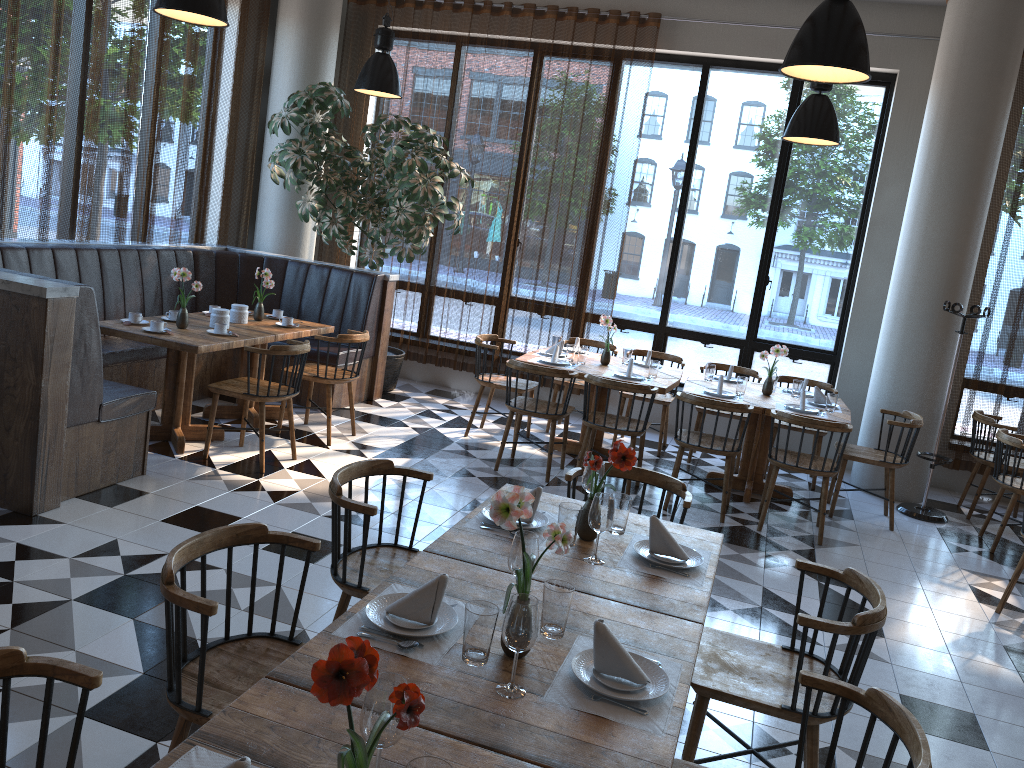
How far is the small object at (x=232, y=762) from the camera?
1.4 meters

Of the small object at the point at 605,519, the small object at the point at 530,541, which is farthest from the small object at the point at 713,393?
the small object at the point at 530,541

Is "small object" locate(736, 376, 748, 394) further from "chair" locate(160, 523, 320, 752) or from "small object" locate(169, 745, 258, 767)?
"small object" locate(169, 745, 258, 767)

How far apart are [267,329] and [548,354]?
2.2 meters

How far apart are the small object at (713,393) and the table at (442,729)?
4.0m

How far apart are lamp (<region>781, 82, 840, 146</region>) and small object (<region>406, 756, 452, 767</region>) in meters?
5.3

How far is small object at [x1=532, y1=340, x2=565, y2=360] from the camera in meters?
7.0

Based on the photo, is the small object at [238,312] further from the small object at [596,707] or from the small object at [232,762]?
the small object at [232,762]

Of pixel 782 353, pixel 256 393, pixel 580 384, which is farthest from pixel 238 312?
pixel 782 353

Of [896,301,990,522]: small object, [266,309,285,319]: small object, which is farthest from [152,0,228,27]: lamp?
[896,301,990,522]: small object
